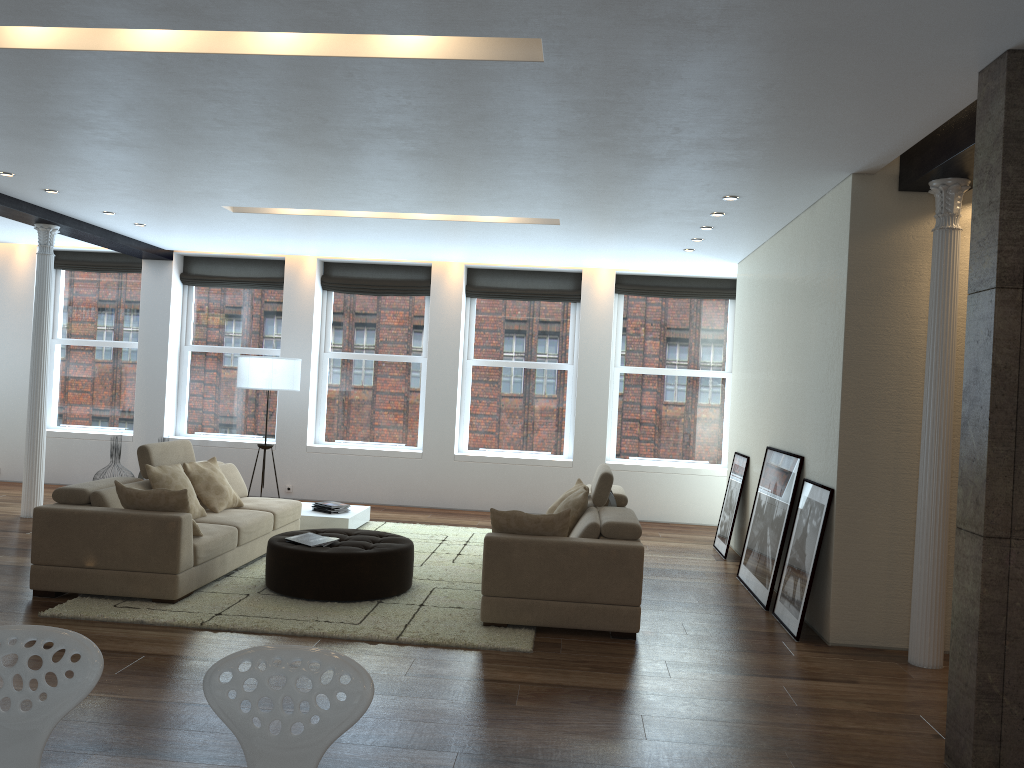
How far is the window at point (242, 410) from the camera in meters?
11.4 m

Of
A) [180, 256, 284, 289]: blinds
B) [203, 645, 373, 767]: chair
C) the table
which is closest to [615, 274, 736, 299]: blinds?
the table

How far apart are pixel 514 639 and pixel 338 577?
1.4m

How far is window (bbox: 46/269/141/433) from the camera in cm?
1149

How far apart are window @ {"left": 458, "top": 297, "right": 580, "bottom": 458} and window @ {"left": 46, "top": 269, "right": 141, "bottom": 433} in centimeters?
432cm

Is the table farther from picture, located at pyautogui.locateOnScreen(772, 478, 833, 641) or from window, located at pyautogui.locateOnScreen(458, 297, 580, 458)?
picture, located at pyautogui.locateOnScreen(772, 478, 833, 641)

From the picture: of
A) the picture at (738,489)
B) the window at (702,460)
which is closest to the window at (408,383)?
the window at (702,460)

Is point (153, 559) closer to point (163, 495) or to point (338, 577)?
point (163, 495)

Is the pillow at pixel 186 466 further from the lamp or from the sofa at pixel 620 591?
the sofa at pixel 620 591

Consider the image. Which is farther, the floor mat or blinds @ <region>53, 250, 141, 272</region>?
blinds @ <region>53, 250, 141, 272</region>
